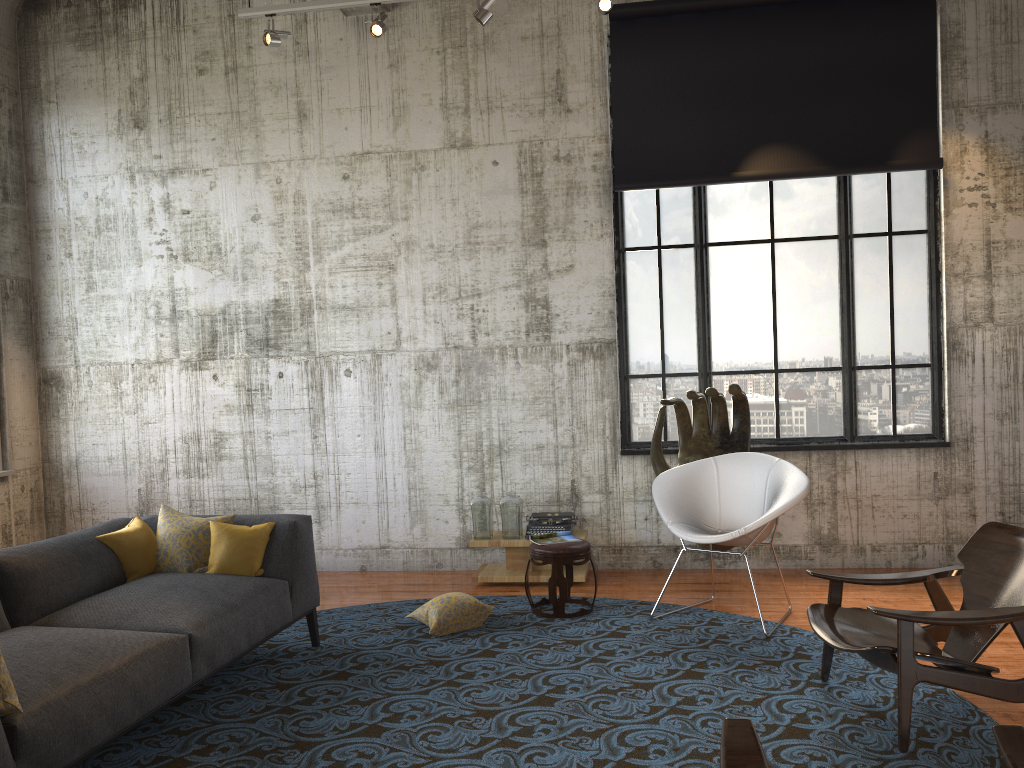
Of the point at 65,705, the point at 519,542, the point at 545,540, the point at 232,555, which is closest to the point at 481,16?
the point at 545,540

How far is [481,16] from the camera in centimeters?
622cm

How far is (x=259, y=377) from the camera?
7.6 meters

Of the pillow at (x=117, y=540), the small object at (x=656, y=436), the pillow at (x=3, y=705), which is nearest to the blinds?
the small object at (x=656, y=436)

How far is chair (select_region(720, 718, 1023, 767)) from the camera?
2.3m

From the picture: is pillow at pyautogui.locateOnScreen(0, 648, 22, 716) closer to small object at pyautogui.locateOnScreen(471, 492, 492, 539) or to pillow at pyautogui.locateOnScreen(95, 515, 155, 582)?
pillow at pyautogui.locateOnScreen(95, 515, 155, 582)

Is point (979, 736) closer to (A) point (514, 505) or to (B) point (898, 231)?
(A) point (514, 505)

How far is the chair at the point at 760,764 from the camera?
2.3m

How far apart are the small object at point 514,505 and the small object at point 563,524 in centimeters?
13cm

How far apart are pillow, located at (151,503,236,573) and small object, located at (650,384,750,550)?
3.1m
